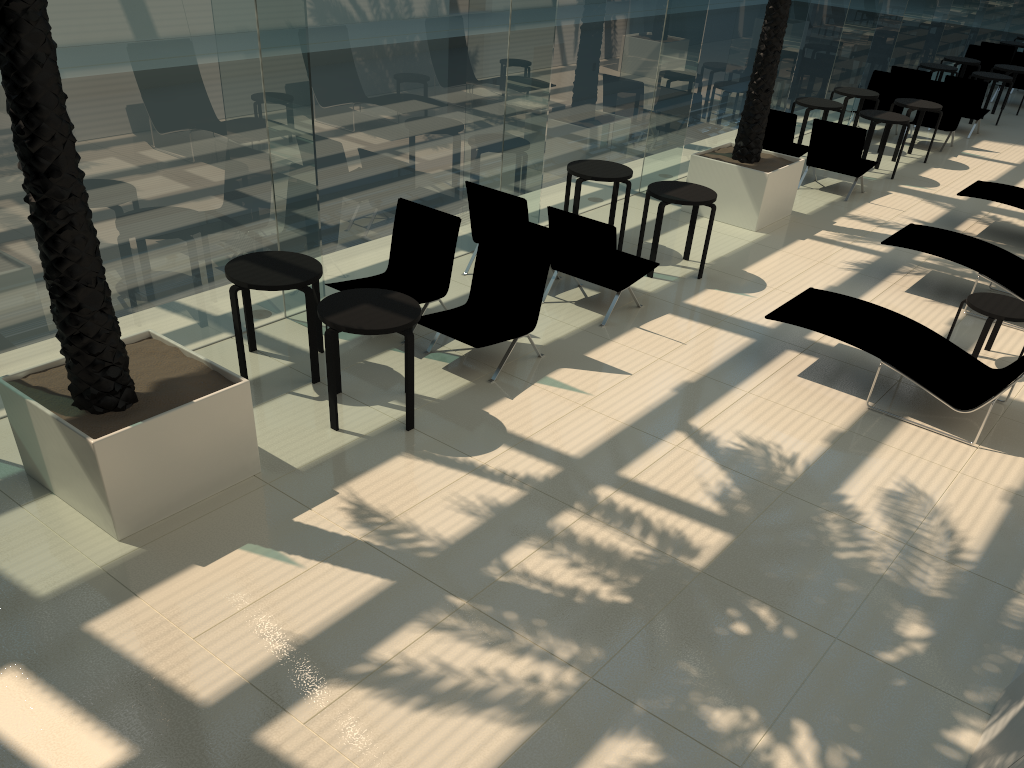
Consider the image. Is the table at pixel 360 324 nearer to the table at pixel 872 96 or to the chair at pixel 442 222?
the chair at pixel 442 222

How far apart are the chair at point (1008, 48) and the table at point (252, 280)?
19.4m

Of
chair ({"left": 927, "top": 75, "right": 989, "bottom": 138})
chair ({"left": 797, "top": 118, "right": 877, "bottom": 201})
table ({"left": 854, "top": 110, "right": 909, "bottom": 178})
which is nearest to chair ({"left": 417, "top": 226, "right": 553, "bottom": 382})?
chair ({"left": 797, "top": 118, "right": 877, "bottom": 201})

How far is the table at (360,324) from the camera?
5.7 meters

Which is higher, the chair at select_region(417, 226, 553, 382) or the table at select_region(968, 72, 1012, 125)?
the table at select_region(968, 72, 1012, 125)

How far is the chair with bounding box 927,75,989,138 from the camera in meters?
15.4

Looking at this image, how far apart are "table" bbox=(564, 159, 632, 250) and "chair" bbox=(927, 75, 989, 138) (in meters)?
9.45

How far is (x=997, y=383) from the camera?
6.59m

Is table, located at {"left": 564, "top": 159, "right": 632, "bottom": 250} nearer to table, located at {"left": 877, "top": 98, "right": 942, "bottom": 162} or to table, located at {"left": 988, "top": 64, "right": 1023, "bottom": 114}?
table, located at {"left": 877, "top": 98, "right": 942, "bottom": 162}

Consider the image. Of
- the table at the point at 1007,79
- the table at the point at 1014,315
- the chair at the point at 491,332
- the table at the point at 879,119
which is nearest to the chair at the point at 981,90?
the table at the point at 1007,79
